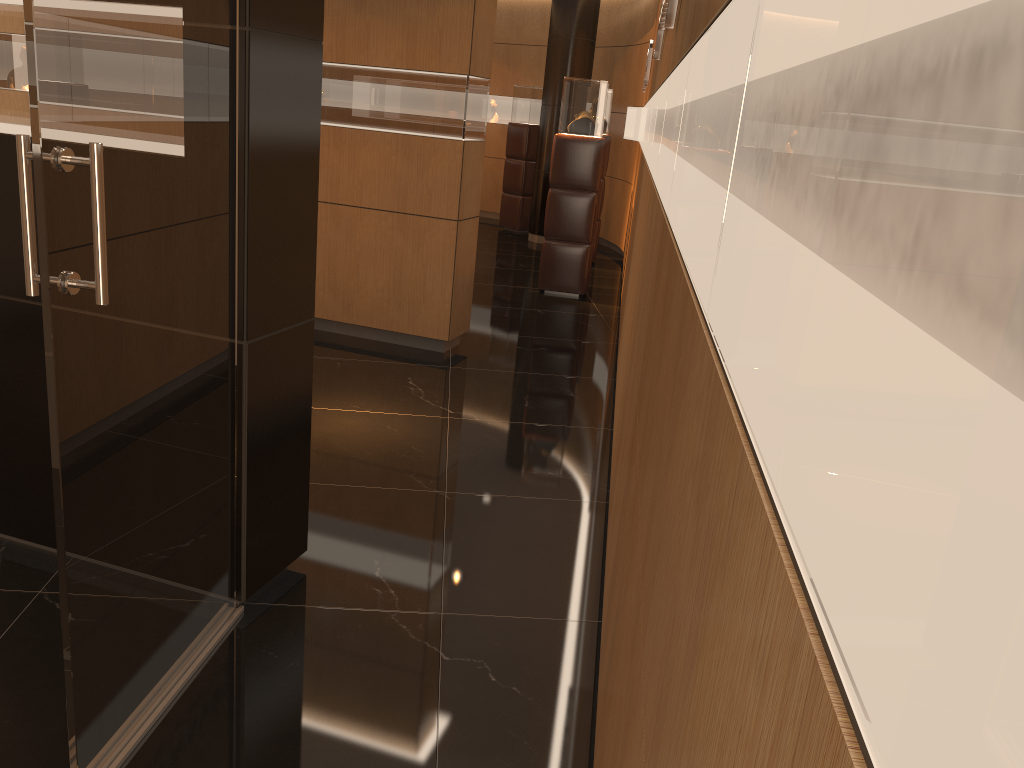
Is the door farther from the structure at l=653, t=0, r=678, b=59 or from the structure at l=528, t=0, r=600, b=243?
the structure at l=528, t=0, r=600, b=243

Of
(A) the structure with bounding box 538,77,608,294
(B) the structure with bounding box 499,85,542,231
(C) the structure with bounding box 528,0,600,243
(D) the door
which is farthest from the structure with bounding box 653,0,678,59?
(B) the structure with bounding box 499,85,542,231

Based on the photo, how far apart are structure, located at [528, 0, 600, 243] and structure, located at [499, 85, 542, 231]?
0.7 meters

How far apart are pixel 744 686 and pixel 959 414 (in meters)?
0.32

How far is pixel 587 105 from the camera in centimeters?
810cm

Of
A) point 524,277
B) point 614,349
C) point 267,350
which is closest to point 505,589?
point 267,350

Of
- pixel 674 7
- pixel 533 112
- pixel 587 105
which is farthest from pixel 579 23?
pixel 674 7

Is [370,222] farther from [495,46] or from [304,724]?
[495,46]

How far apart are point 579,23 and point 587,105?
3.54m

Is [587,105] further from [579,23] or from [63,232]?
[63,232]
